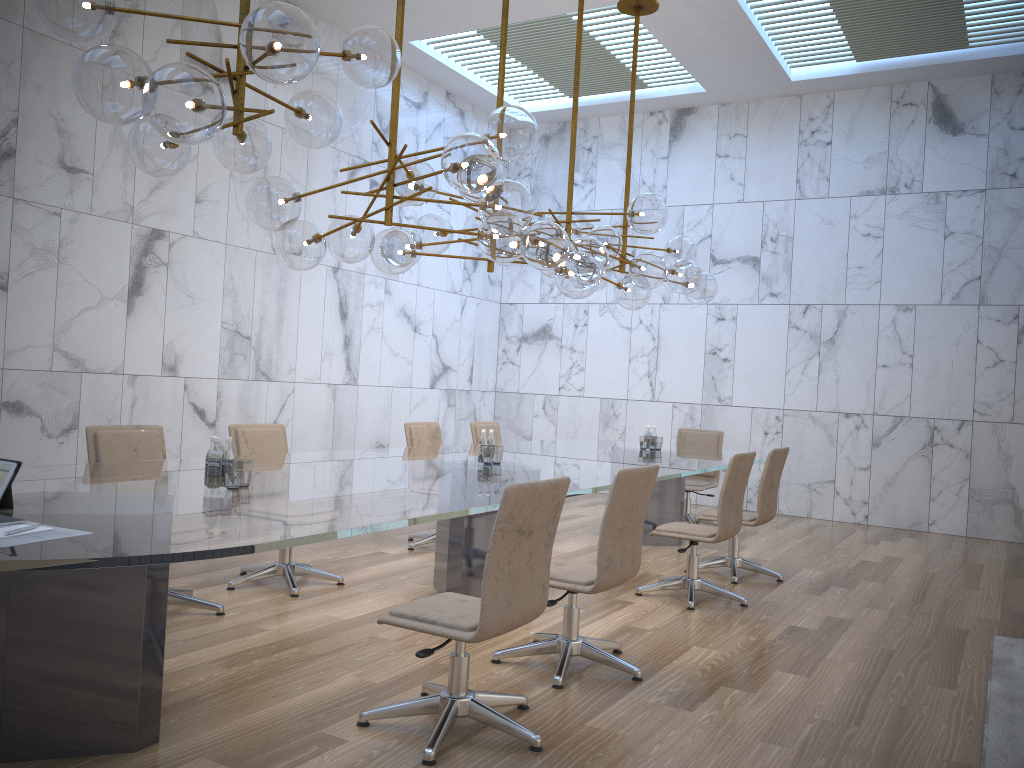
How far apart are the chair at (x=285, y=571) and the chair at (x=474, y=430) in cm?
241

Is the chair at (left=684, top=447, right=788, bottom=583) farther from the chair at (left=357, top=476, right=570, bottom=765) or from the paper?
the paper

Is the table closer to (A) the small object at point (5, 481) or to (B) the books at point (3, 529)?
(A) the small object at point (5, 481)

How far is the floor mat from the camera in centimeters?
345cm

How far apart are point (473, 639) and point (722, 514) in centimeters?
287cm

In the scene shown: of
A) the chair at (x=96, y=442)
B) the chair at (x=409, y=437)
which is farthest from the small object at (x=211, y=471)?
the chair at (x=409, y=437)

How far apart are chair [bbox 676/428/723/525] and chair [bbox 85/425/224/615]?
5.25m

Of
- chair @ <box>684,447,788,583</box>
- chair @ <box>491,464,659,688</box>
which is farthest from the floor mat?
chair @ <box>684,447,788,583</box>

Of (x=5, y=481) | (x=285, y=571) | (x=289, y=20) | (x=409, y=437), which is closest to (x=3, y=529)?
(x=5, y=481)

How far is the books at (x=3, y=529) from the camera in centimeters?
254cm
